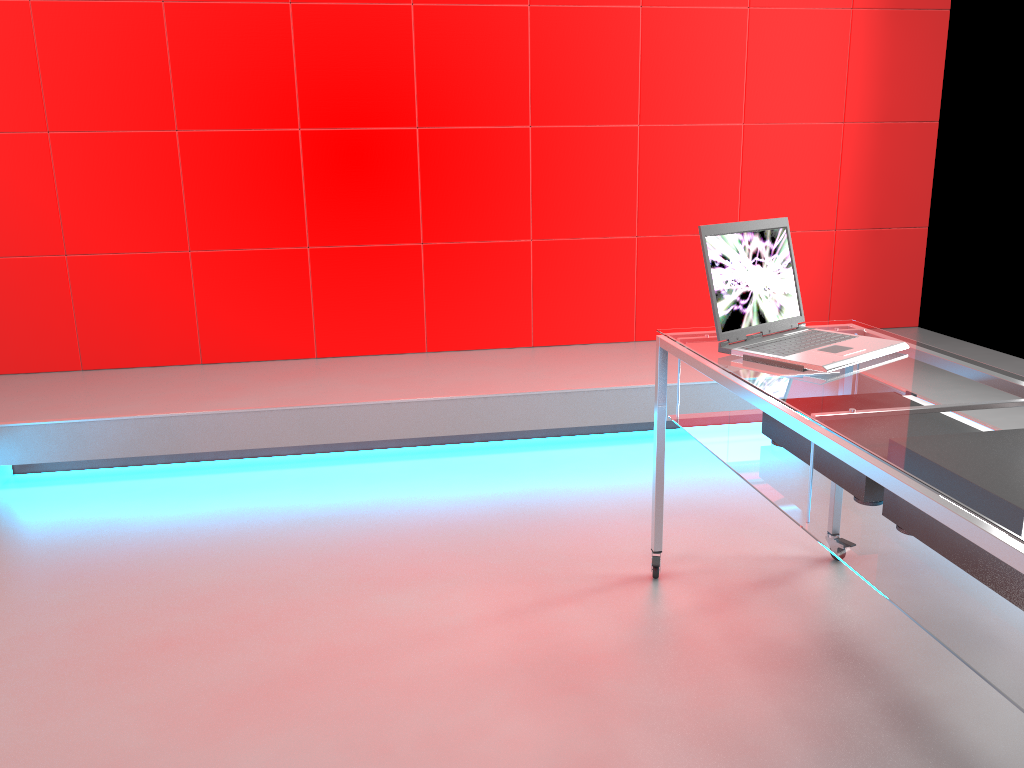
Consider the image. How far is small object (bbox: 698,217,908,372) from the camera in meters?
1.9

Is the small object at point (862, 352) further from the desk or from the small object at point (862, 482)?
the small object at point (862, 482)

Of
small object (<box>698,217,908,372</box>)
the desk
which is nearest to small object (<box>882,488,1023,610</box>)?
the desk

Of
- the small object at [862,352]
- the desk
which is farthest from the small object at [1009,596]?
the small object at [862,352]

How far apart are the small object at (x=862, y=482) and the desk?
0.01m

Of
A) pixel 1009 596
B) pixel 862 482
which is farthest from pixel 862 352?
pixel 1009 596

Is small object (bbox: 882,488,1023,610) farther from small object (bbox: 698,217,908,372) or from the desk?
small object (bbox: 698,217,908,372)

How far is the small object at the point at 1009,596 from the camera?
1.3m

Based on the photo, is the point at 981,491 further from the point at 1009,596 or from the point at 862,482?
the point at 862,482

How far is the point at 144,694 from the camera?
1.9 meters
